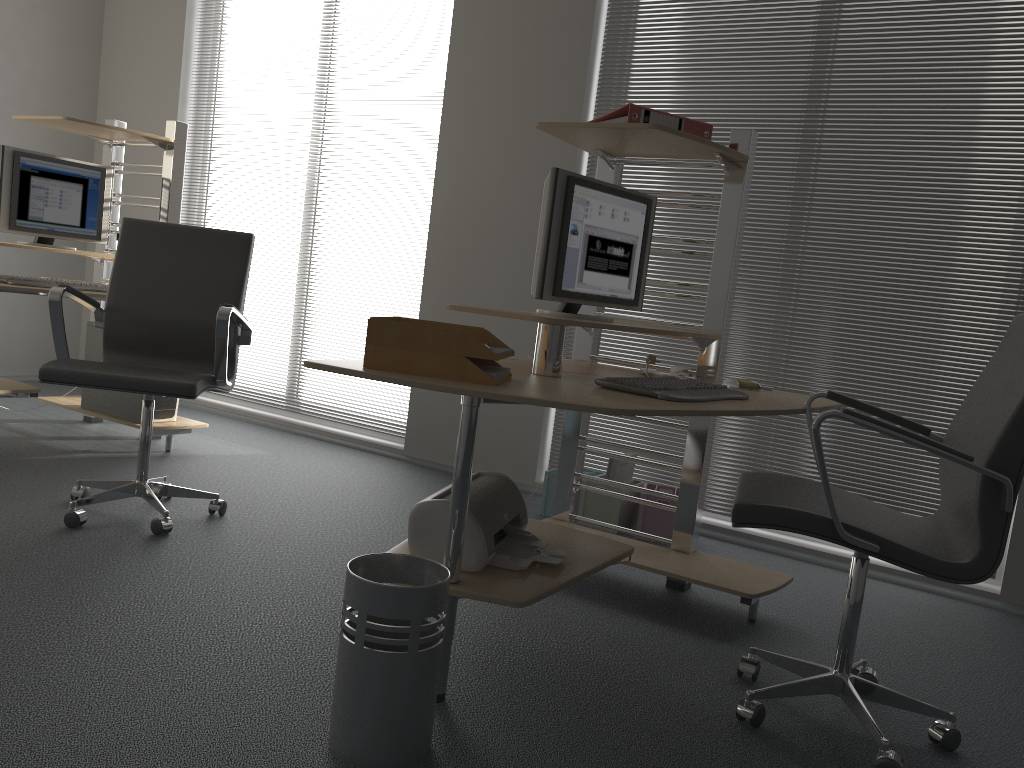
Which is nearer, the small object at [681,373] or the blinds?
the small object at [681,373]

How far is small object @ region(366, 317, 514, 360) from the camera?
2.0m

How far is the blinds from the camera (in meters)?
3.38

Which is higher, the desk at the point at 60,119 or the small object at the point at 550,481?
the desk at the point at 60,119

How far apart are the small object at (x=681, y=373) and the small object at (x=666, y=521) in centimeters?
90cm

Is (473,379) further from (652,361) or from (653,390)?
(652,361)

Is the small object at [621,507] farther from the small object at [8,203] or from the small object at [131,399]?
the small object at [8,203]

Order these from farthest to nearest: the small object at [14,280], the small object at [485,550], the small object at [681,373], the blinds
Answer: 1. the small object at [14,280]
2. the blinds
3. the small object at [681,373]
4. the small object at [485,550]

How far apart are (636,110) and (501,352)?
1.06m

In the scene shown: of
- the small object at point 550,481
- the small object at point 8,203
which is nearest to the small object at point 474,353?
the small object at point 550,481
